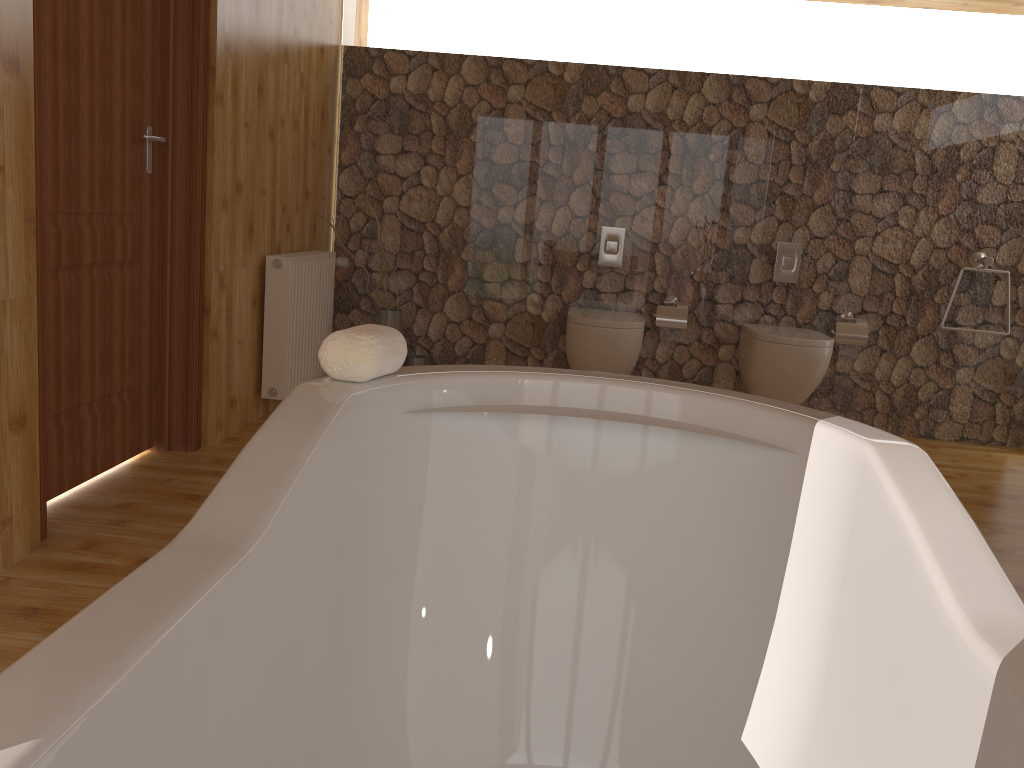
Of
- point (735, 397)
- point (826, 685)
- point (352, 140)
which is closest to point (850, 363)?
point (352, 140)

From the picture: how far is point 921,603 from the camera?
1.0m

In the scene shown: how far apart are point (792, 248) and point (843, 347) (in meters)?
0.55

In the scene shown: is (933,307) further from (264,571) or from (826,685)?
(264,571)

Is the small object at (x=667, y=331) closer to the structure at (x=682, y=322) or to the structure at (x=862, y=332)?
the structure at (x=682, y=322)

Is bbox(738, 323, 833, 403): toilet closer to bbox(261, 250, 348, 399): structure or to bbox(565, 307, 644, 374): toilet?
bbox(565, 307, 644, 374): toilet

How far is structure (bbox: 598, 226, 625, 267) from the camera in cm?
448

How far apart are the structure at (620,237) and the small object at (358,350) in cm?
327

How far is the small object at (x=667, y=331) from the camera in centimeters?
442cm

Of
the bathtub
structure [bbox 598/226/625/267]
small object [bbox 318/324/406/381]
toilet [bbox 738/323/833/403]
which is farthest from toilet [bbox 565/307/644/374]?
small object [bbox 318/324/406/381]
